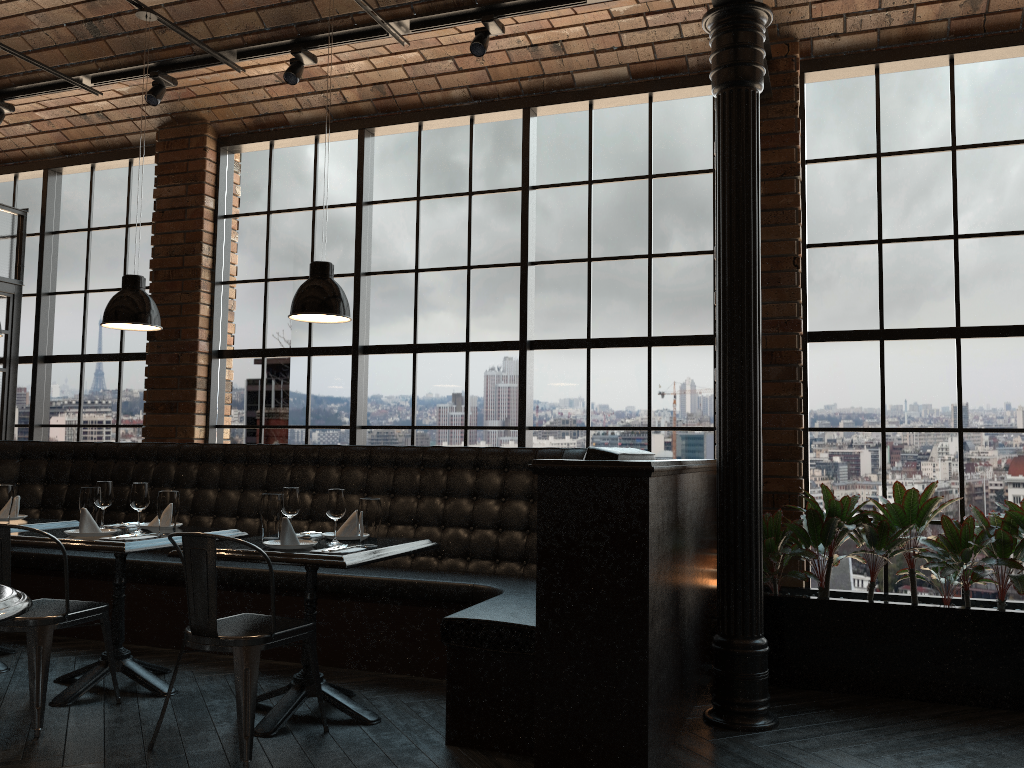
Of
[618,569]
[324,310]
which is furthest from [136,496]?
[618,569]

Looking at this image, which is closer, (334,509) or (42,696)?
(42,696)

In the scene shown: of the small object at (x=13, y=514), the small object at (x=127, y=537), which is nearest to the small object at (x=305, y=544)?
the small object at (x=127, y=537)

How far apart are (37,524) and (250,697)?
2.2m

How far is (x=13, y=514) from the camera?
5.0m

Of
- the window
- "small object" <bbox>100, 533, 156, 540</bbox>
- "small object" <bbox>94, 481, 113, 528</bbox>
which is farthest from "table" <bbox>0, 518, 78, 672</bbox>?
the window

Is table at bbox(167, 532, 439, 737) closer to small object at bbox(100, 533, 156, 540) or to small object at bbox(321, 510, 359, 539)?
small object at bbox(321, 510, 359, 539)

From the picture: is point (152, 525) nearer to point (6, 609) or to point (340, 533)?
point (340, 533)

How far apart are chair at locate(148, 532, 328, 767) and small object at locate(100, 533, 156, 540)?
0.7m

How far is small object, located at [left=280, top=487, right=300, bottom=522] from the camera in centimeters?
407cm
